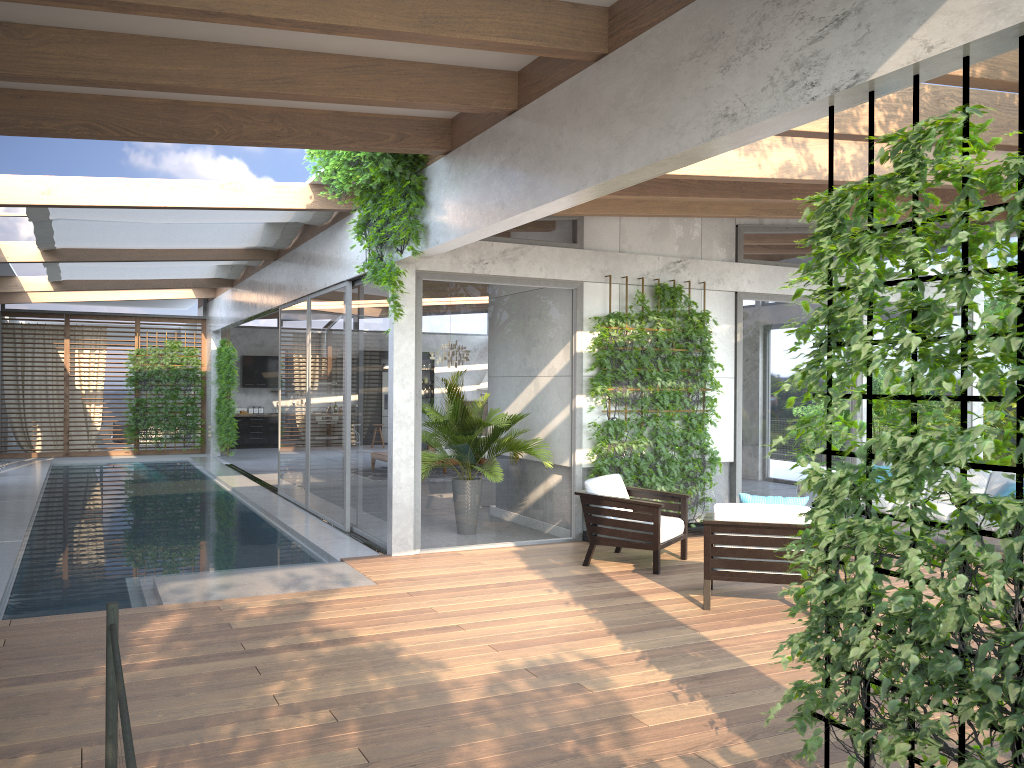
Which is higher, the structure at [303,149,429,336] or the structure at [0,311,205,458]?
the structure at [303,149,429,336]

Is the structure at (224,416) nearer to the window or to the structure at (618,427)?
the window

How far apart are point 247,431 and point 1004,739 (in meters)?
20.61

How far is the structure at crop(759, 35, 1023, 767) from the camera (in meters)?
2.82

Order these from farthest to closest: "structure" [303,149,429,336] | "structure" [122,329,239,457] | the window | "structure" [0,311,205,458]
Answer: "structure" [0,311,205,458] → "structure" [122,329,239,457] → the window → "structure" [303,149,429,336]

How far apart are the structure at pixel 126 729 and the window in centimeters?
559cm

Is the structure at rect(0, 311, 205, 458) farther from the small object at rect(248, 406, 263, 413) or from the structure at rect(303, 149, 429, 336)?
the structure at rect(303, 149, 429, 336)

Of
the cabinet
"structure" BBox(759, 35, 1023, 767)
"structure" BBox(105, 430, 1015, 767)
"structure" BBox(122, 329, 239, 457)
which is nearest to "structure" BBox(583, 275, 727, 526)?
"structure" BBox(759, 35, 1023, 767)

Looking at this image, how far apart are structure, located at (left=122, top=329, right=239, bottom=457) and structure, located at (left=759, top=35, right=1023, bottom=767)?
16.0m

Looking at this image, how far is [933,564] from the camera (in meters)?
3.12
